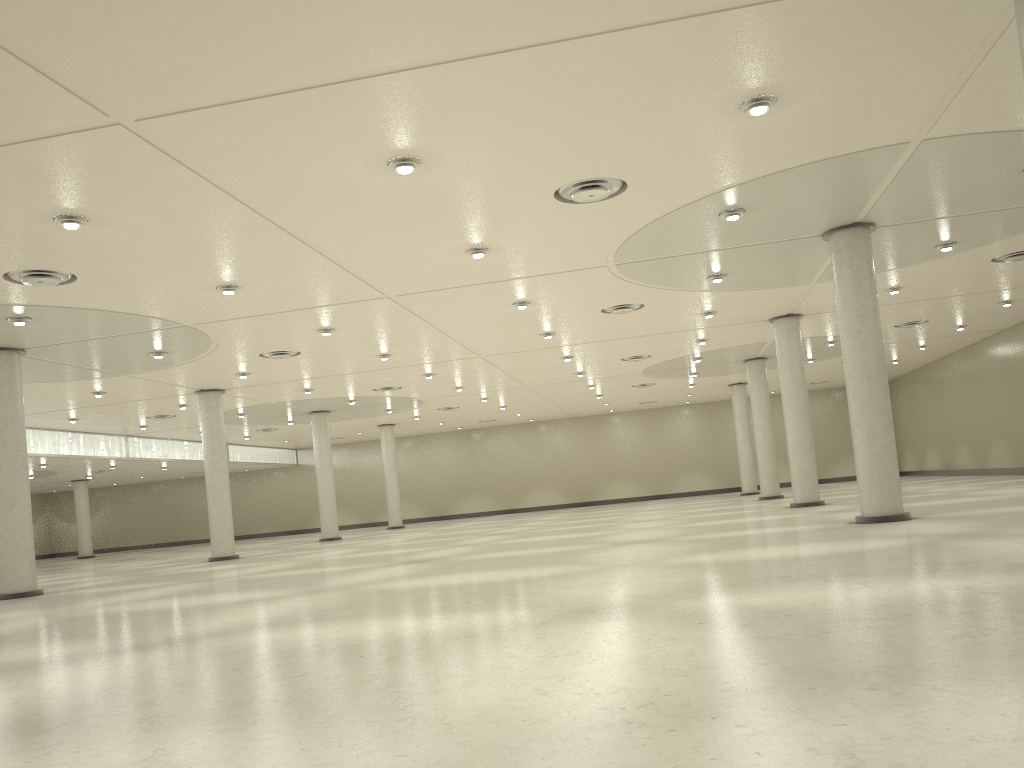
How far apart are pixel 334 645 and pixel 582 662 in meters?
6.4 m
